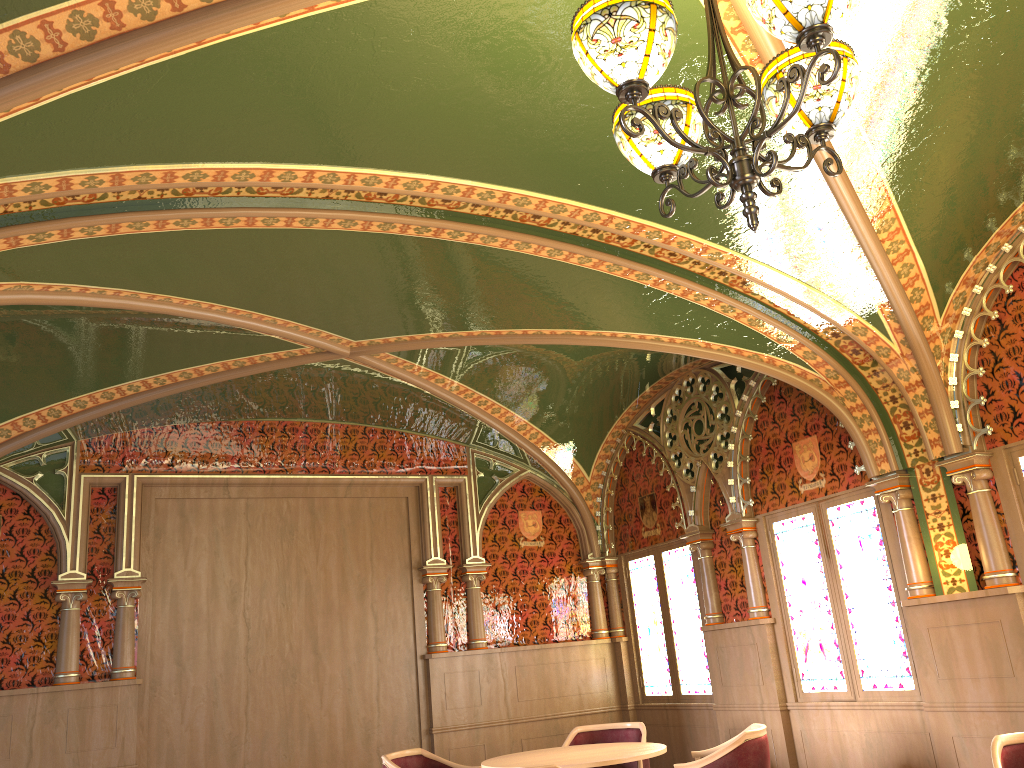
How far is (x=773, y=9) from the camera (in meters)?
2.25

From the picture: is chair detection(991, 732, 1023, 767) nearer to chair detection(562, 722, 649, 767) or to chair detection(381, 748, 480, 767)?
chair detection(562, 722, 649, 767)

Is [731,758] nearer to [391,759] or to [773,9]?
[391,759]

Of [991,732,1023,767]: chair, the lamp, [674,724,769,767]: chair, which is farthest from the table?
the lamp

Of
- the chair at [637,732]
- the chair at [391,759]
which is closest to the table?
the chair at [637,732]

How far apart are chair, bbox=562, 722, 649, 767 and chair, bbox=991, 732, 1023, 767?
2.7 meters

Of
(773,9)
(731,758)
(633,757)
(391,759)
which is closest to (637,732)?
(633,757)

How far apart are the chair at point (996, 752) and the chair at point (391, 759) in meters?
3.4 m

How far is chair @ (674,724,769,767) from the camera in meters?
4.9

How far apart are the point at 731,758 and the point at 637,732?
1.6 meters
